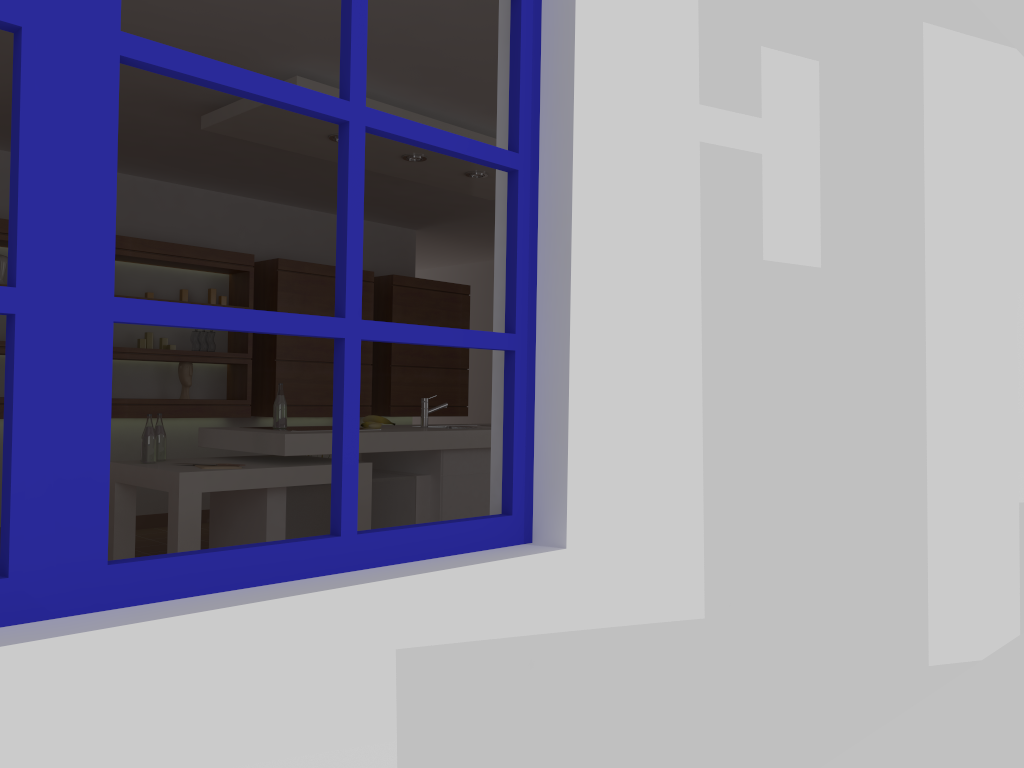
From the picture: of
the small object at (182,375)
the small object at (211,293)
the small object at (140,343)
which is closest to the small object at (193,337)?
the small object at (182,375)

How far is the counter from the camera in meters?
4.1

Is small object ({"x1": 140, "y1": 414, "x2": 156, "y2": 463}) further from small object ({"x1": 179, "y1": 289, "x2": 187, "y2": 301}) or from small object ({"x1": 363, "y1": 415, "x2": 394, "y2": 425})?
small object ({"x1": 179, "y1": 289, "x2": 187, "y2": 301})

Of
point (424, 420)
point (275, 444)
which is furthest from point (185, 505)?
point (424, 420)

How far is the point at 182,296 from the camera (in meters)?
6.19

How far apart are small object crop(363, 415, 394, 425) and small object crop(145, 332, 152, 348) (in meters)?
2.15

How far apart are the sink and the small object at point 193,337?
2.15m

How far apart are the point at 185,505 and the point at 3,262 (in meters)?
2.73

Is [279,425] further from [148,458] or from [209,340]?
[209,340]

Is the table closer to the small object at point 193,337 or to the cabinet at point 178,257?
the cabinet at point 178,257
